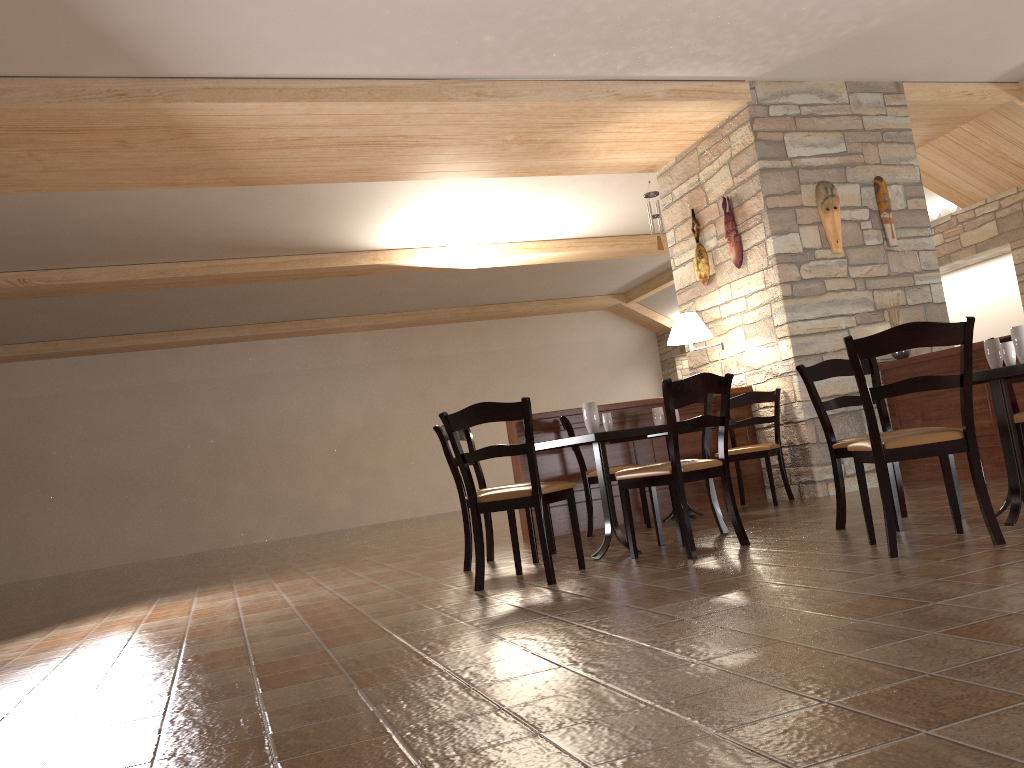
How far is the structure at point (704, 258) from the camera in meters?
7.5 m

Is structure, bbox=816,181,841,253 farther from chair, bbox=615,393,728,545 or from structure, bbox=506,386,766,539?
chair, bbox=615,393,728,545

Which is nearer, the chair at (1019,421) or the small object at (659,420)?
the chair at (1019,421)

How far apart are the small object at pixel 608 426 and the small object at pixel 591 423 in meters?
0.2 m

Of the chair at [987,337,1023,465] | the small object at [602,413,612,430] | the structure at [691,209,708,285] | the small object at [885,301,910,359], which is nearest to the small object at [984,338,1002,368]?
the chair at [987,337,1023,465]

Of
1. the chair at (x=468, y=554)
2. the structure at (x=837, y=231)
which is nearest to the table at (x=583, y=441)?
the chair at (x=468, y=554)

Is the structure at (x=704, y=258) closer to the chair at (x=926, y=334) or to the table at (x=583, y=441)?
the table at (x=583, y=441)

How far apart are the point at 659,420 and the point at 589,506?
0.9m

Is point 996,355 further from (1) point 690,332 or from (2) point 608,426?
(1) point 690,332

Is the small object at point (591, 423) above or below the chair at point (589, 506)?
above
